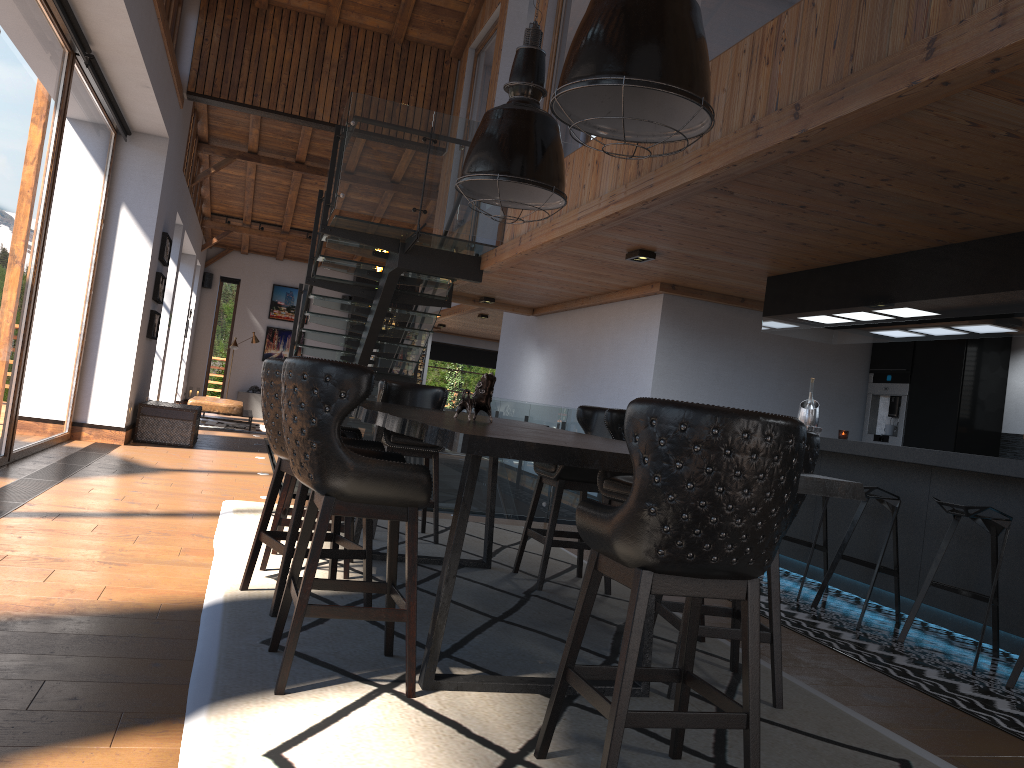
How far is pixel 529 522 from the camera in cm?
539

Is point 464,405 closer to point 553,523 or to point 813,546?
point 553,523

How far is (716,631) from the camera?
3.4 meters

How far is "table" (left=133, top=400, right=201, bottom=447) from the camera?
10.72m

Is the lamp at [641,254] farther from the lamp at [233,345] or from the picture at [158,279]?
the lamp at [233,345]

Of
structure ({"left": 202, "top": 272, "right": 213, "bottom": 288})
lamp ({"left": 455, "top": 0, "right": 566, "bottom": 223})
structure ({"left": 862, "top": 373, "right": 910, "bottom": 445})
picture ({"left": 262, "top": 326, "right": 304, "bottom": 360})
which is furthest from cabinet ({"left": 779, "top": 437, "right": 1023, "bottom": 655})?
structure ({"left": 202, "top": 272, "right": 213, "bottom": 288})

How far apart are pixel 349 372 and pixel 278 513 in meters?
2.0 m

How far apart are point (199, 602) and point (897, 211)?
4.1m

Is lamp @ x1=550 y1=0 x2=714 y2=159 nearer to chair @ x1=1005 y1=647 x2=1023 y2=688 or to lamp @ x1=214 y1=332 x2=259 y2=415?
chair @ x1=1005 y1=647 x2=1023 y2=688

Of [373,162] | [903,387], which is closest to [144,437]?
[373,162]
